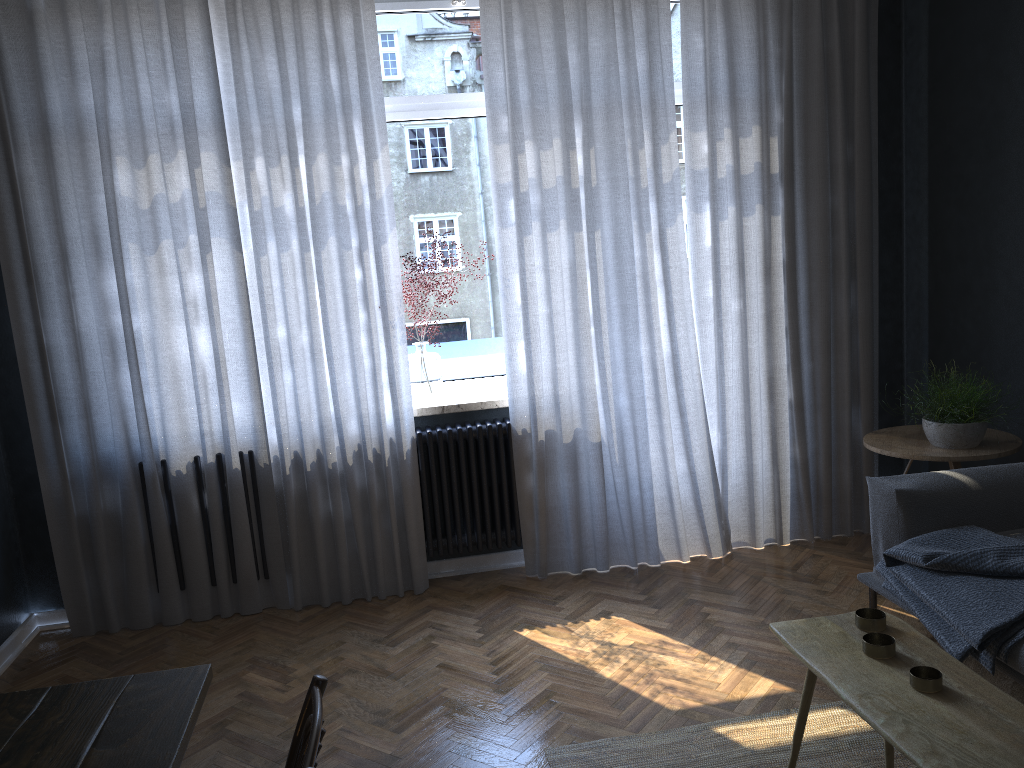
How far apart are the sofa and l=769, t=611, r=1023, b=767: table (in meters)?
0.52

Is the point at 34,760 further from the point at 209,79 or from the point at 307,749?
the point at 209,79

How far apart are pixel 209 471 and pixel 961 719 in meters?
3.1 m

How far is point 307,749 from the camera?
1.34m

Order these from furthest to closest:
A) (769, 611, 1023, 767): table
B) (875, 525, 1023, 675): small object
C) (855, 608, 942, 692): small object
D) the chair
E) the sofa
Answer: the sofa
(875, 525, 1023, 675): small object
(855, 608, 942, 692): small object
(769, 611, 1023, 767): table
the chair

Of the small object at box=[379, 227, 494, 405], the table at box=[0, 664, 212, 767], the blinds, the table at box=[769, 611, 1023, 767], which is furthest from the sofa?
the table at box=[0, 664, 212, 767]

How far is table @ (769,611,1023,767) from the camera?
1.64m

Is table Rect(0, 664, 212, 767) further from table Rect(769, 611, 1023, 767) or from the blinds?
the blinds

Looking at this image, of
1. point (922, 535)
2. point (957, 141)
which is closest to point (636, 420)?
point (922, 535)

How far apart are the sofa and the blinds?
0.94m
